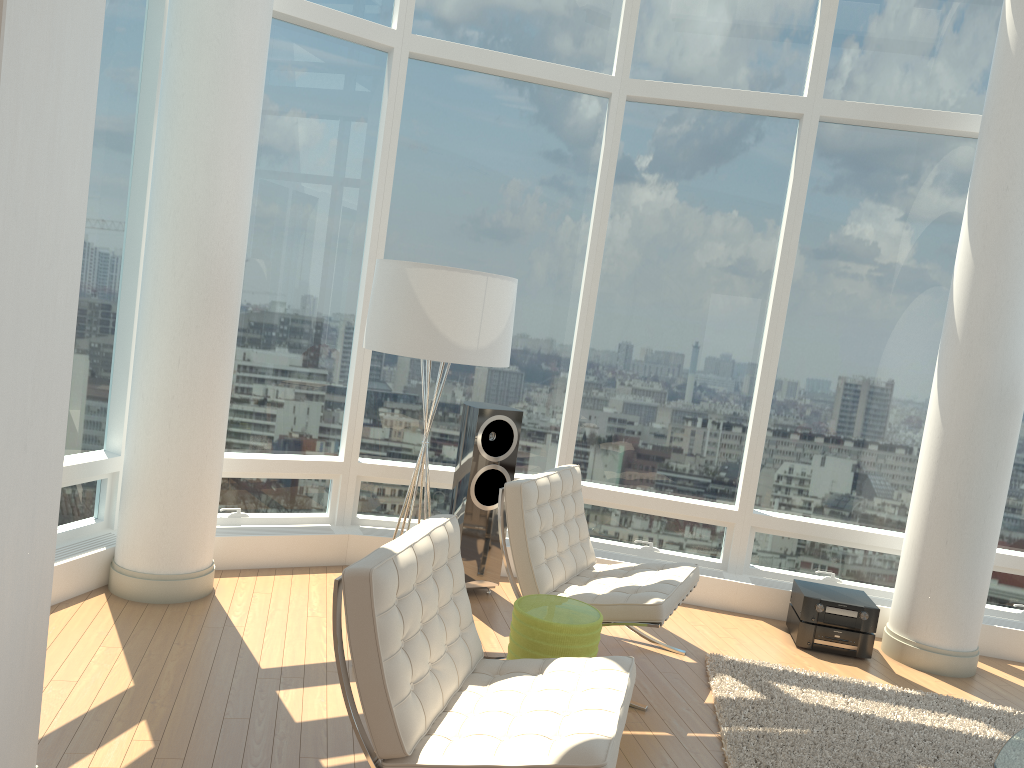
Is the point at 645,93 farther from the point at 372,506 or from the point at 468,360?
the point at 372,506

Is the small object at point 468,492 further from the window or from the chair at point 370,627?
the chair at point 370,627

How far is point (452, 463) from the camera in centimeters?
612cm

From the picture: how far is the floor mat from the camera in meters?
3.9

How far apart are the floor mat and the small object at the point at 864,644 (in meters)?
0.44

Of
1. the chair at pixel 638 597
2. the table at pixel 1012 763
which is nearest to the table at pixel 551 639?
the chair at pixel 638 597

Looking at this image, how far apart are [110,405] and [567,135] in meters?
3.4 m

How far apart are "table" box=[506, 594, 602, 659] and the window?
2.2m

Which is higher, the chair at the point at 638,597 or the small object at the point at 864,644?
the chair at the point at 638,597

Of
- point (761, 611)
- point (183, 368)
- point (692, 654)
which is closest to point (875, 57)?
point (761, 611)
